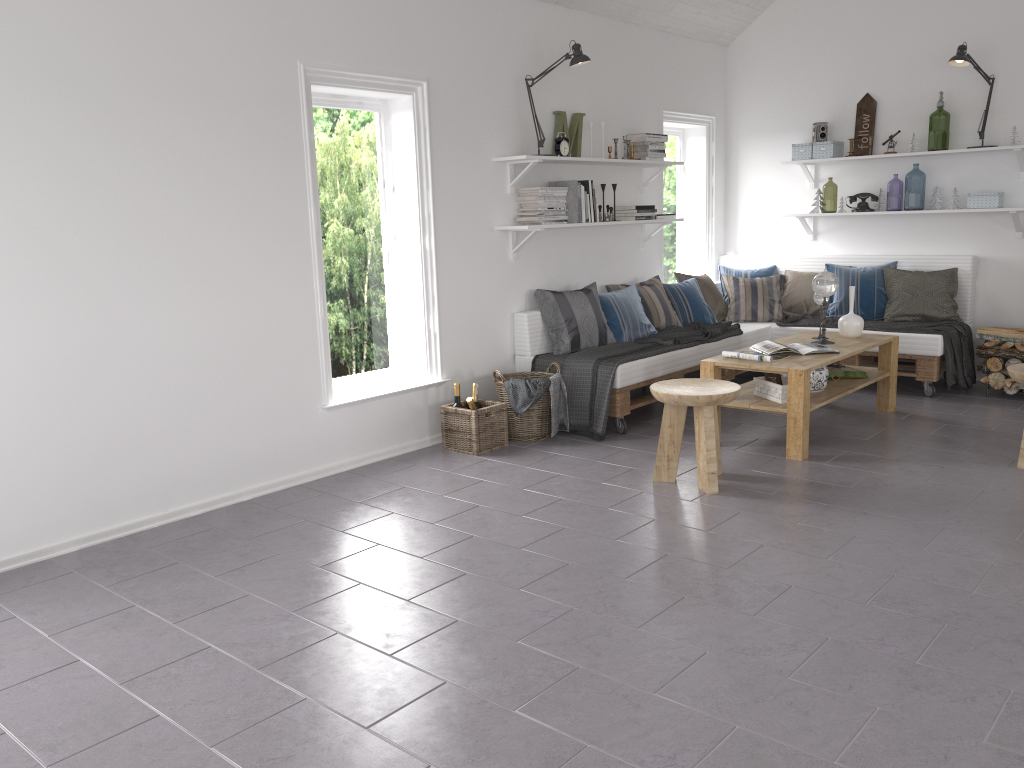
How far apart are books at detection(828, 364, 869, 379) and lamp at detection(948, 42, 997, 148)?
2.3 meters

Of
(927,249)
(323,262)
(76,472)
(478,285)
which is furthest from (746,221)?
(76,472)

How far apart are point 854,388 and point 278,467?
3.3 meters

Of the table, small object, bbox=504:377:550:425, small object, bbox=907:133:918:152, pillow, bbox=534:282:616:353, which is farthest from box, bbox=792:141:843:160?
small object, bbox=504:377:550:425

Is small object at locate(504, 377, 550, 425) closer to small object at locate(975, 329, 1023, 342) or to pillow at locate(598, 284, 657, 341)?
pillow at locate(598, 284, 657, 341)

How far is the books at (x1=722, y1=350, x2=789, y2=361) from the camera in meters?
4.8

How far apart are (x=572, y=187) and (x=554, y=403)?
1.46m

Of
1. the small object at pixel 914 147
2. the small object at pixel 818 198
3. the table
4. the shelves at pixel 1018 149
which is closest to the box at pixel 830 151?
the shelves at pixel 1018 149

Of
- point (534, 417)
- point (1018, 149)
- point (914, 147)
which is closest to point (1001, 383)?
point (1018, 149)

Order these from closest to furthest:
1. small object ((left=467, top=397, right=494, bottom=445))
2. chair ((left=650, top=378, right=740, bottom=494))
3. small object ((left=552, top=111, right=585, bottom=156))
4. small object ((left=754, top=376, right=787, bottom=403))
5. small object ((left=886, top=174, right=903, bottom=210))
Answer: chair ((left=650, top=378, right=740, bottom=494)) < small object ((left=754, top=376, right=787, bottom=403)) < small object ((left=467, top=397, right=494, bottom=445)) < small object ((left=552, top=111, right=585, bottom=156)) < small object ((left=886, top=174, right=903, bottom=210))
